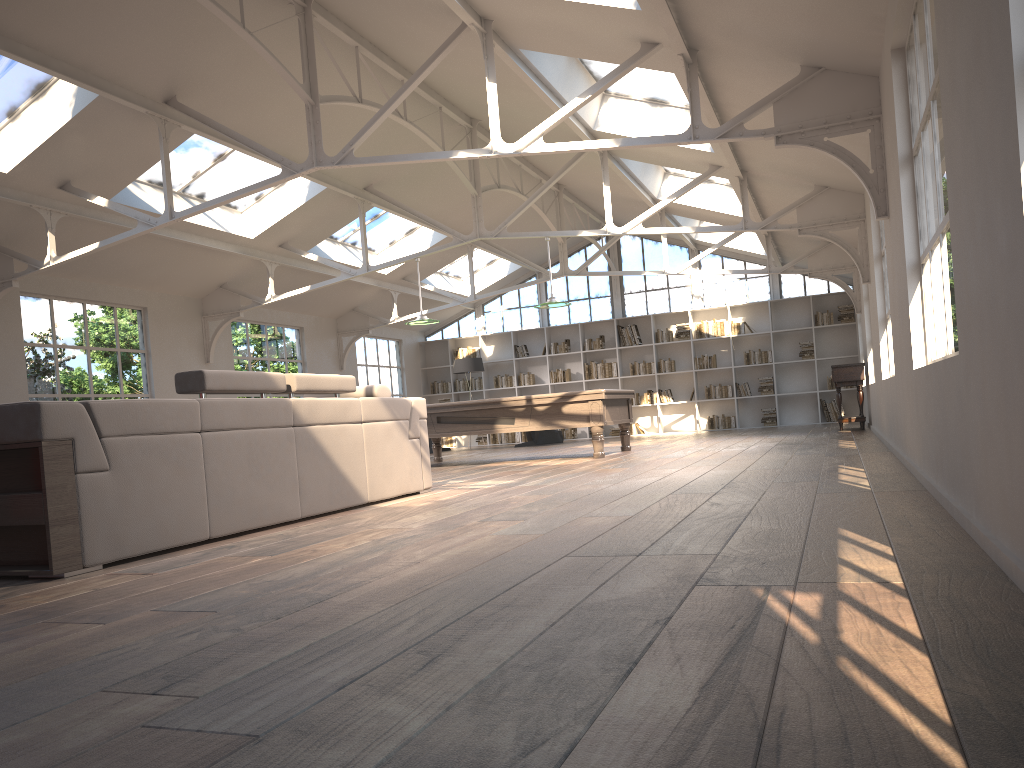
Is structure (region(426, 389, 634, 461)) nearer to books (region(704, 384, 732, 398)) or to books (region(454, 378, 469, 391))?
books (region(704, 384, 732, 398))

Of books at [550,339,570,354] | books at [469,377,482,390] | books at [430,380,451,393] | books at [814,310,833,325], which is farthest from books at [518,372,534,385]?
books at [814,310,833,325]

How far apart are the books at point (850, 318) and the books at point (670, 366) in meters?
3.2 m

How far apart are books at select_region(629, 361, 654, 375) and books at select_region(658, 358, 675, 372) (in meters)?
0.20

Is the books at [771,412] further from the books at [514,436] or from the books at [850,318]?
the books at [514,436]

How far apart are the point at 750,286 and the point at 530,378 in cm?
473

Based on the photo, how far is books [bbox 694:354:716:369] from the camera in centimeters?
1702cm

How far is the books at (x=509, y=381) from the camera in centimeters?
1841cm

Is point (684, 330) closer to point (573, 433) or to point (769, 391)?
point (769, 391)

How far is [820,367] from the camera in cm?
1661
